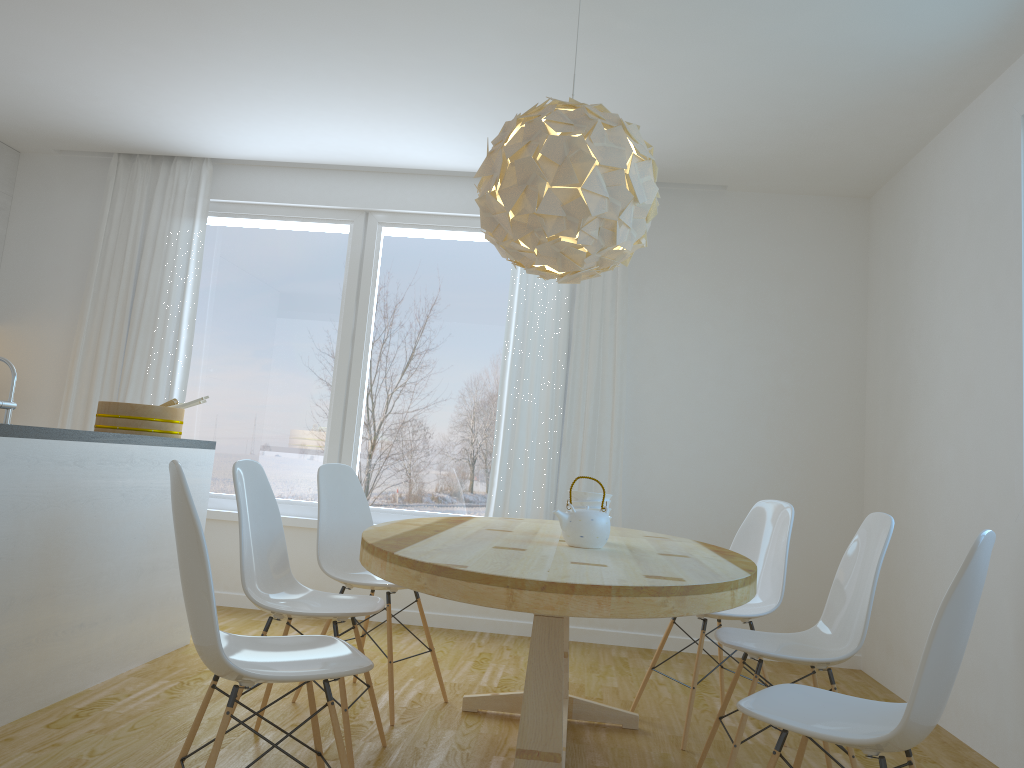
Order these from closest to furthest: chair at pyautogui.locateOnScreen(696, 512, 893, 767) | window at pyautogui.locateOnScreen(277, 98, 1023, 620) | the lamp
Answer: chair at pyautogui.locateOnScreen(696, 512, 893, 767), the lamp, window at pyautogui.locateOnScreen(277, 98, 1023, 620)

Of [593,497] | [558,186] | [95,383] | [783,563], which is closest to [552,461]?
[783,563]

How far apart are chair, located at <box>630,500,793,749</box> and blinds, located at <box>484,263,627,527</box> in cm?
133

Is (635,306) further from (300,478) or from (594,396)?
(300,478)

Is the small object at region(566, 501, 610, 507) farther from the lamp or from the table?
the lamp

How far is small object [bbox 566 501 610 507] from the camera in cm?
294

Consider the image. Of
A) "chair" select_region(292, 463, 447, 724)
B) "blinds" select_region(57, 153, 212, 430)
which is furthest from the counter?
"blinds" select_region(57, 153, 212, 430)

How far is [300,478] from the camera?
5.4 meters

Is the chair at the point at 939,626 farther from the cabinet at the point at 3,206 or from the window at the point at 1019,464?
the cabinet at the point at 3,206

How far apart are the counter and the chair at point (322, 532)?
0.7m
